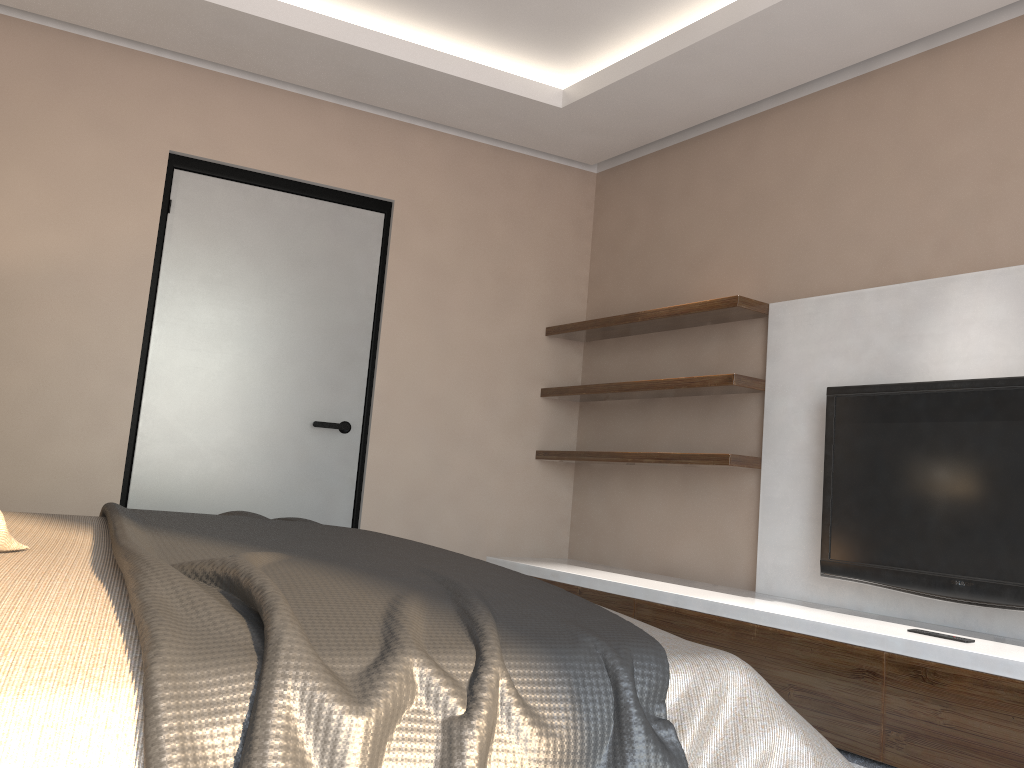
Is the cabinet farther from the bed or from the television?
the bed

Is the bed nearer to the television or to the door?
the television

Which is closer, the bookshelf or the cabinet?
the cabinet

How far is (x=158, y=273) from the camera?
4.0 meters

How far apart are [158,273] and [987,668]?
3.52m

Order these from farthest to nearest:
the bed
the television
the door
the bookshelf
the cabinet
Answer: the door < the bookshelf < the television < the cabinet < the bed

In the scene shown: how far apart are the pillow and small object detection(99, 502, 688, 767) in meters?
0.1 m

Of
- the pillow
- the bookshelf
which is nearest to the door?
the bookshelf

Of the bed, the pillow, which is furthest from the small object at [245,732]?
the pillow

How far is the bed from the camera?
0.8m
